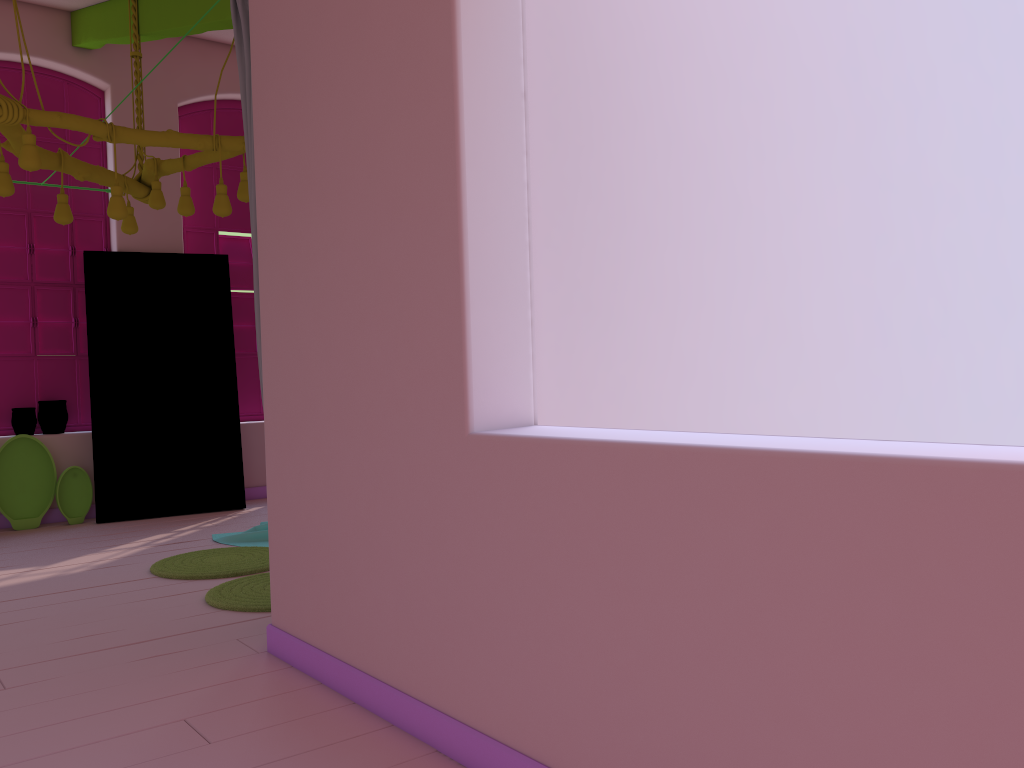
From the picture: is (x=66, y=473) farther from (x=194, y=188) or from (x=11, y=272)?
(x=194, y=188)

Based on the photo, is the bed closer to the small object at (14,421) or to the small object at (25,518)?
the small object at (25,518)

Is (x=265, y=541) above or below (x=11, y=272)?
below

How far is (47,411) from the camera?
7.10m

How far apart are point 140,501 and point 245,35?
4.62m

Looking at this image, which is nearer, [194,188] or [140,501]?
[140,501]

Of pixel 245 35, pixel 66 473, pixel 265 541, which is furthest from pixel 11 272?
pixel 245 35

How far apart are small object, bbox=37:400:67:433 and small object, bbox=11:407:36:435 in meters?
0.1

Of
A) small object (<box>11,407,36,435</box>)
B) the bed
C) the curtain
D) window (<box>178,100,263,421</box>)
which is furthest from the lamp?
small object (<box>11,407,36,435</box>)

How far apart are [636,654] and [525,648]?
0.4 meters
